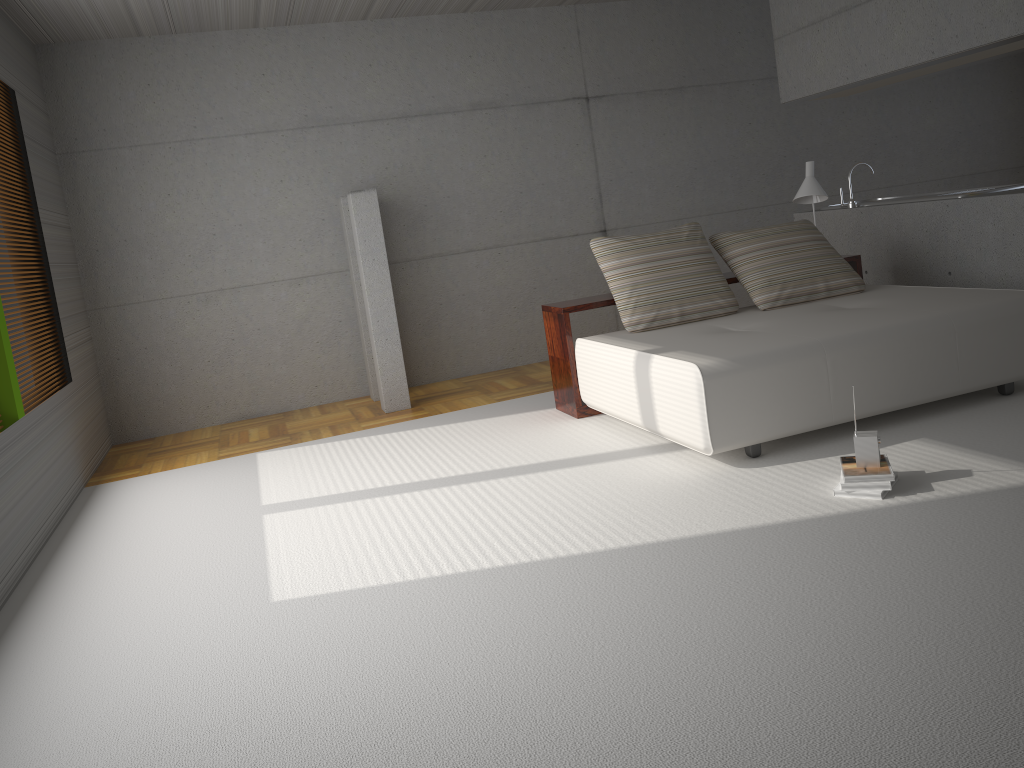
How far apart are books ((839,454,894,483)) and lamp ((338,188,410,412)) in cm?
373

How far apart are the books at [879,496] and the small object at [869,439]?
0.1 meters

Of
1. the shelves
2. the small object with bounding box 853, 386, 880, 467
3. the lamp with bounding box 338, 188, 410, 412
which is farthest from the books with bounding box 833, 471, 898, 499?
the lamp with bounding box 338, 188, 410, 412

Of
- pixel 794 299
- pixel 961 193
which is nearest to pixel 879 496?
pixel 794 299

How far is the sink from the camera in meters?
6.1 m

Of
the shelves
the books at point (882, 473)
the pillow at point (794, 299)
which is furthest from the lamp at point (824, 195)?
the books at point (882, 473)

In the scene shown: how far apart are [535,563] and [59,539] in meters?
2.8 m

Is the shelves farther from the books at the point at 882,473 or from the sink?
the books at the point at 882,473

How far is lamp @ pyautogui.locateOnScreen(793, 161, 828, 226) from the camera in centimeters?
611cm

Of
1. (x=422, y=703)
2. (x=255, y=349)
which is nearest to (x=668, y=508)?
(x=422, y=703)
